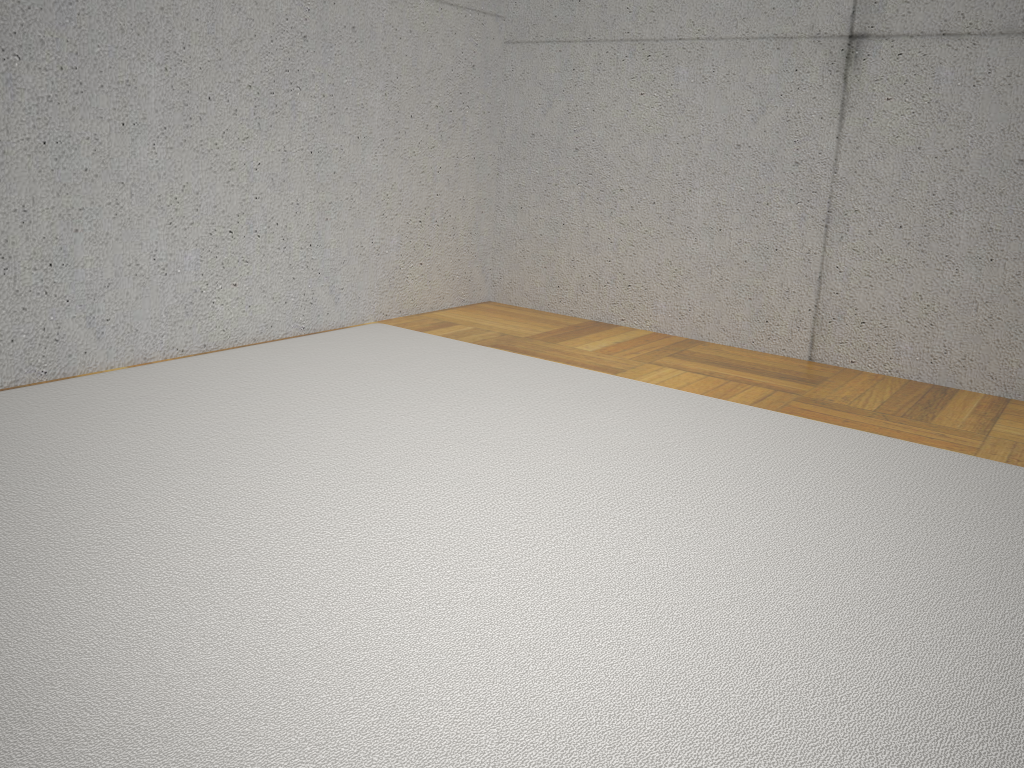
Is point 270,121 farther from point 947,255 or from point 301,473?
point 947,255

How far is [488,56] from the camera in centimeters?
351cm

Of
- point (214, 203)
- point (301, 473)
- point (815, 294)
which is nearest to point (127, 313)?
point (214, 203)
